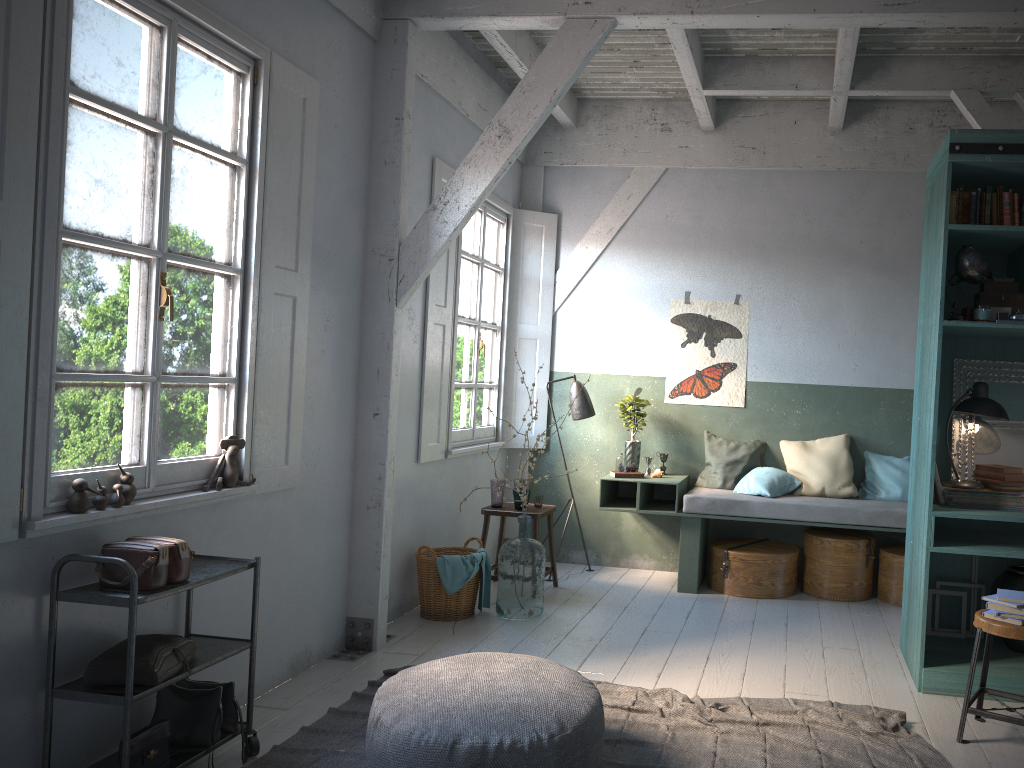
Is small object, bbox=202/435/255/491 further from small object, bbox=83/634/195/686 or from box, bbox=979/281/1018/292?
box, bbox=979/281/1018/292

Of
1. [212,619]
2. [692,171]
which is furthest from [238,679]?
[692,171]

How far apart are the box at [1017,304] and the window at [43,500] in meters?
4.1

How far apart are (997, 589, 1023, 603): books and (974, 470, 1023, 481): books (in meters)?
1.05

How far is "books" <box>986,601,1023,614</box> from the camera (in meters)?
4.15

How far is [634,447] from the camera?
7.8m

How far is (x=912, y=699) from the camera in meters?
4.8 m

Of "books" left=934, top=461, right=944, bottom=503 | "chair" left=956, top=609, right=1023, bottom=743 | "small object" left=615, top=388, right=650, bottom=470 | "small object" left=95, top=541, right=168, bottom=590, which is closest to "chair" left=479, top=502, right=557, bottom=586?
"small object" left=615, top=388, right=650, bottom=470

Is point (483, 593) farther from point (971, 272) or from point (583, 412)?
point (971, 272)

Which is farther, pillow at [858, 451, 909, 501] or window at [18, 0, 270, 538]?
pillow at [858, 451, 909, 501]
